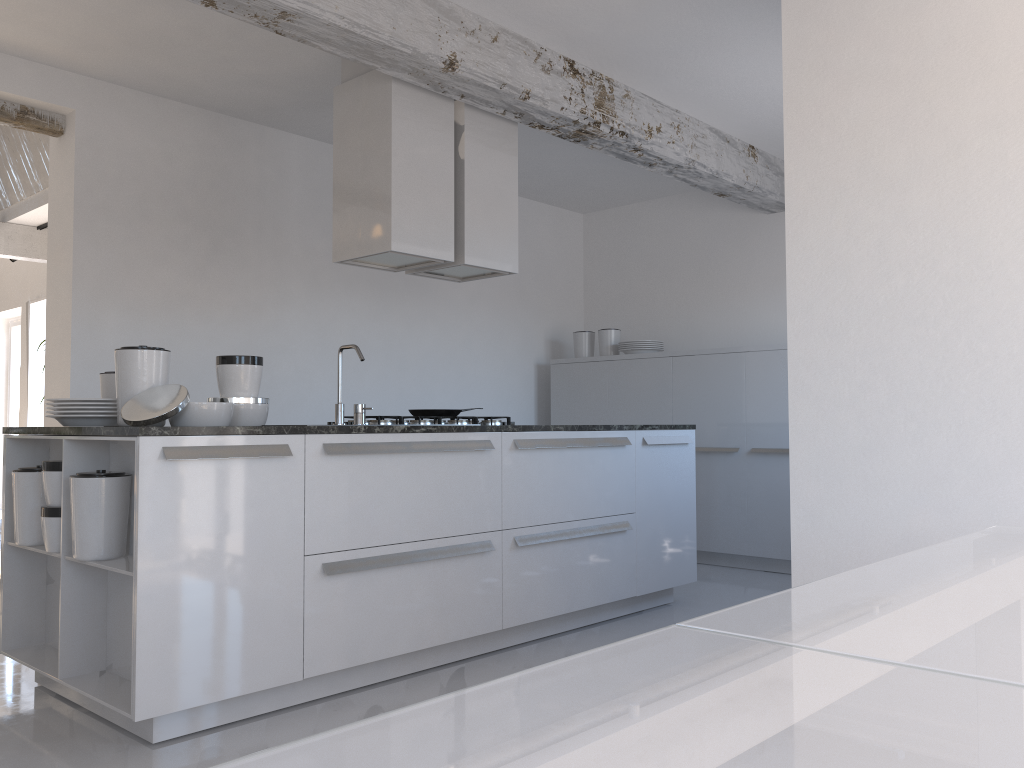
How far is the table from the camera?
0.4m

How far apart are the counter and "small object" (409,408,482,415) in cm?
83

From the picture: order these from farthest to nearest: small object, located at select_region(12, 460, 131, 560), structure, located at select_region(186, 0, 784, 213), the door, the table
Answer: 1. the door
2. structure, located at select_region(186, 0, 784, 213)
3. small object, located at select_region(12, 460, 131, 560)
4. the table

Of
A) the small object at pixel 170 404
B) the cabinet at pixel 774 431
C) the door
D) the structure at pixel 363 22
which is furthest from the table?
the door

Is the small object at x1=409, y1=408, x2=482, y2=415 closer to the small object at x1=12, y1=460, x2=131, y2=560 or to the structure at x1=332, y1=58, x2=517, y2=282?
the structure at x1=332, y1=58, x2=517, y2=282

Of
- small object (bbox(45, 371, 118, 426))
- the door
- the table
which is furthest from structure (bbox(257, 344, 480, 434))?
the door

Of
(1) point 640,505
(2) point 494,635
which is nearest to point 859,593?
(2) point 494,635

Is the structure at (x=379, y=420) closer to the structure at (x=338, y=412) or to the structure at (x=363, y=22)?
the structure at (x=338, y=412)

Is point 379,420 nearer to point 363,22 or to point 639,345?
point 363,22

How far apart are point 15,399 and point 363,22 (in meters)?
9.28
